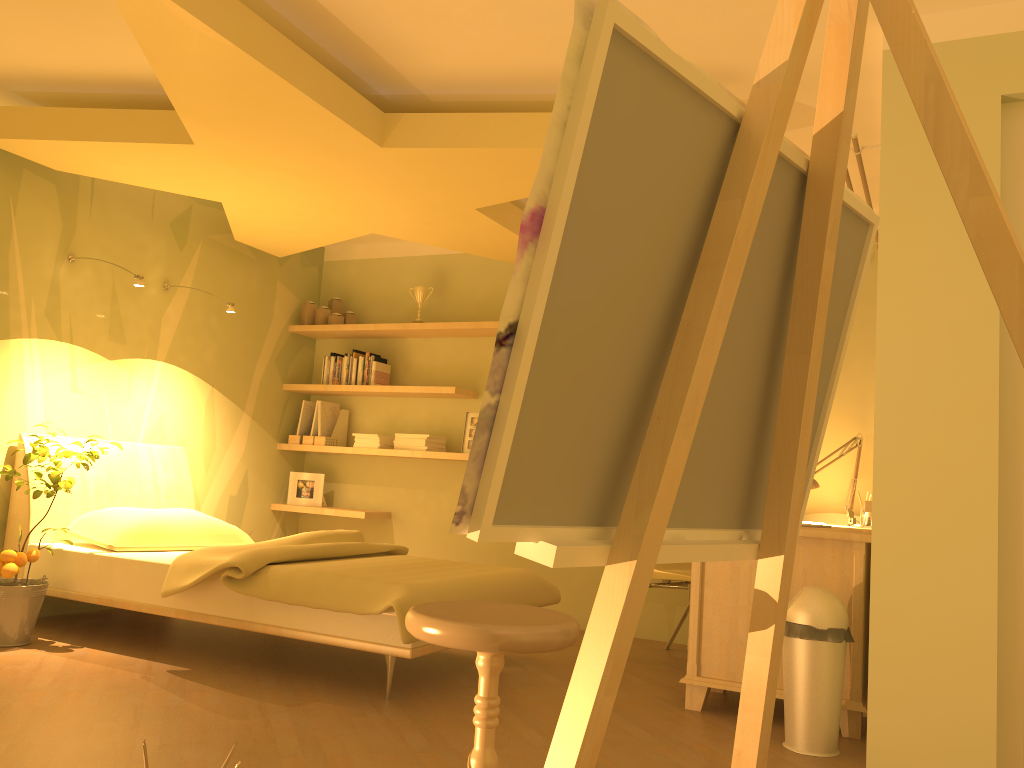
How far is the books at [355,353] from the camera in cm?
584

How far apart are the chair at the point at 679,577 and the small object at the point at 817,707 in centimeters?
112cm

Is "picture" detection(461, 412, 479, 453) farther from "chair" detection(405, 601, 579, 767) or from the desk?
"chair" detection(405, 601, 579, 767)

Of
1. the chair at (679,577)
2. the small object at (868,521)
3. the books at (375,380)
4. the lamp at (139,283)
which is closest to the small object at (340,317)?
the books at (375,380)

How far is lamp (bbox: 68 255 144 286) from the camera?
4.2m

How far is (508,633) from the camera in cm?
161

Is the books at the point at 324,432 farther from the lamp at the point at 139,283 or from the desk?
the desk

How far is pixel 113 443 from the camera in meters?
4.1 m

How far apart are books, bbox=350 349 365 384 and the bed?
1.29m

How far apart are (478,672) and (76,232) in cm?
299
